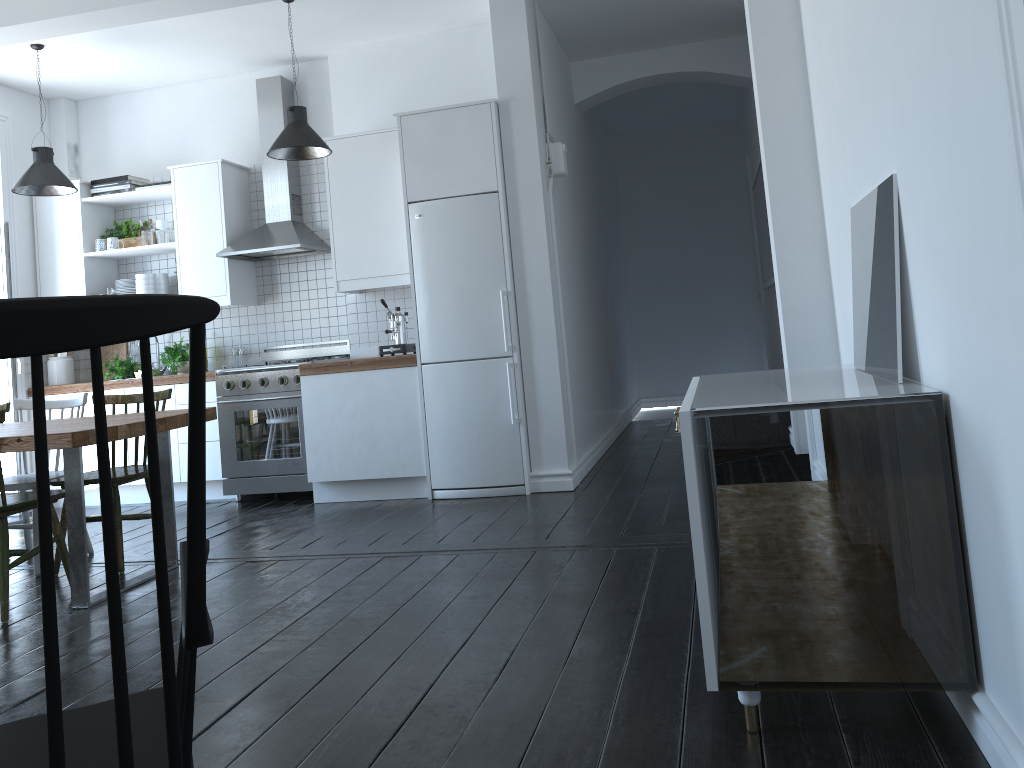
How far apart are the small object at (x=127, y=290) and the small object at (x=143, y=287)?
0.16m

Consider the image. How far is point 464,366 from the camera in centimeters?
529cm

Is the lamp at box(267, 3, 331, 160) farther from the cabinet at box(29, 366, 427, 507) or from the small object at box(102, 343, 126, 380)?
the small object at box(102, 343, 126, 380)

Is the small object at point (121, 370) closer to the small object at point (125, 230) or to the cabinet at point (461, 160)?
the cabinet at point (461, 160)

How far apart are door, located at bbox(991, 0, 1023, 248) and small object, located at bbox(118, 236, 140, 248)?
6.35m

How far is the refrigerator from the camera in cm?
523

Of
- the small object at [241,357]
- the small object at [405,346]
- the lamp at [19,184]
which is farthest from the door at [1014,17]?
the small object at [241,357]

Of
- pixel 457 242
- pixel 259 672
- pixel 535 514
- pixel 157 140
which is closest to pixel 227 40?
pixel 157 140

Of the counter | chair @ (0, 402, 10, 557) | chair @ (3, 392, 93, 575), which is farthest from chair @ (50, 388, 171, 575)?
the counter

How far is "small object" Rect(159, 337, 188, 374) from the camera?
6.20m
